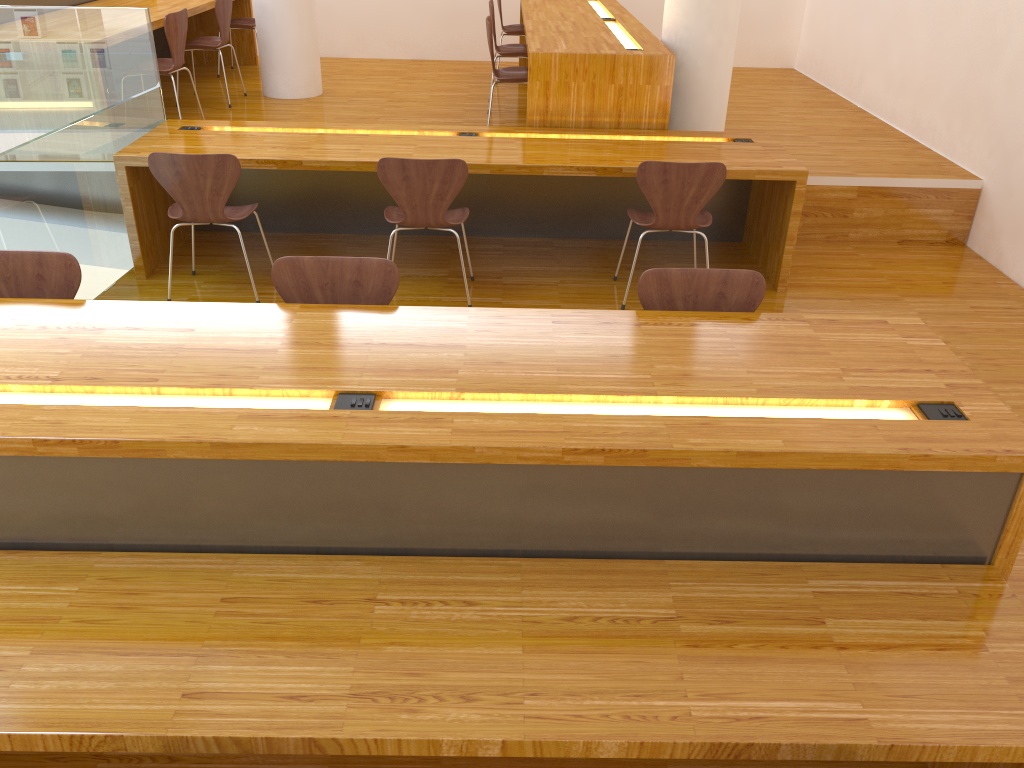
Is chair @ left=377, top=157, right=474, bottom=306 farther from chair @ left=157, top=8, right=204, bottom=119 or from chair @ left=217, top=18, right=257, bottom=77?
chair @ left=217, top=18, right=257, bottom=77

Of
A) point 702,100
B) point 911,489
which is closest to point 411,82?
point 702,100

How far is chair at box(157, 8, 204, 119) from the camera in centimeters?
497cm

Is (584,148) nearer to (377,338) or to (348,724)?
(377,338)

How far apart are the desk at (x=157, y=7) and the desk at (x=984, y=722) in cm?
345

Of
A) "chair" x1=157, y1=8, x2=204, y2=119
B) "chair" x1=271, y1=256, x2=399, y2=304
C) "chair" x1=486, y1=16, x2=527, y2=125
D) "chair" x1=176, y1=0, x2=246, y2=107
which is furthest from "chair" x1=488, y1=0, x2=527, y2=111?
"chair" x1=271, y1=256, x2=399, y2=304

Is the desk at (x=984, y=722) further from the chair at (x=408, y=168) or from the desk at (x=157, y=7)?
the desk at (x=157, y=7)

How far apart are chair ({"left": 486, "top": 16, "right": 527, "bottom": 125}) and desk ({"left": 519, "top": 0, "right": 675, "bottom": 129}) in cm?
21

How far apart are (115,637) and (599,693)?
1.01m

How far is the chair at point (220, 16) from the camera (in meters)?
5.85
